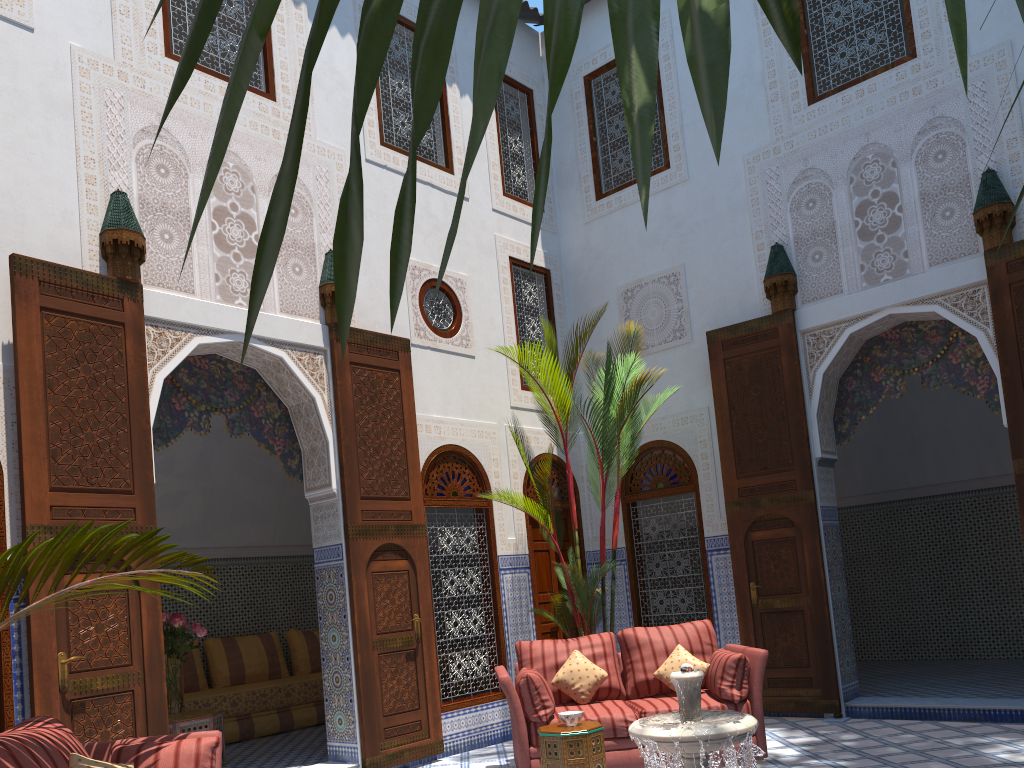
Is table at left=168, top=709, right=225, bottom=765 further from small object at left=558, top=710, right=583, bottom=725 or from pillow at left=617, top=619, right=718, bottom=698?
pillow at left=617, top=619, right=718, bottom=698

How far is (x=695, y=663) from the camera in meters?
4.4

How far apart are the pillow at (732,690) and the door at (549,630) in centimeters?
170cm

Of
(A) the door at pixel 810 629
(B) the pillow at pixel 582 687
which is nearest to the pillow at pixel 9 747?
(B) the pillow at pixel 582 687

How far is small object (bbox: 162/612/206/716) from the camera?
4.81m

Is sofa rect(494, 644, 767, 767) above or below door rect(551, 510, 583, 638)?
below

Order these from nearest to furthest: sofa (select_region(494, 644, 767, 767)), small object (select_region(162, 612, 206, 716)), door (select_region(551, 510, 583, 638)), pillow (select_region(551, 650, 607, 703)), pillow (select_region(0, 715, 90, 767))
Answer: pillow (select_region(0, 715, 90, 767))
sofa (select_region(494, 644, 767, 767))
pillow (select_region(551, 650, 607, 703))
small object (select_region(162, 612, 206, 716))
door (select_region(551, 510, 583, 638))

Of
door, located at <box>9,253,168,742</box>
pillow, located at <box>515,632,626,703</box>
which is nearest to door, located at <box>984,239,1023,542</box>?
pillow, located at <box>515,632,626,703</box>

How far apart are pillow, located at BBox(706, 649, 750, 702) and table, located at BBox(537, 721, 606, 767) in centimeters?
72cm

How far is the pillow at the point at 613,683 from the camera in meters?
4.5 m
